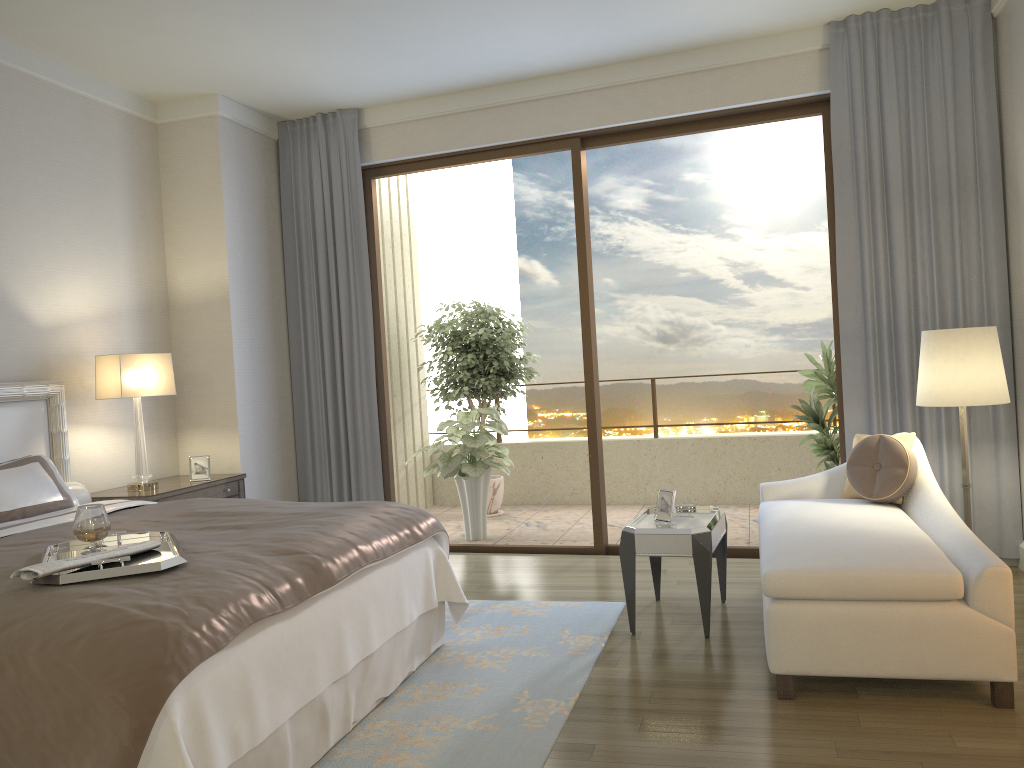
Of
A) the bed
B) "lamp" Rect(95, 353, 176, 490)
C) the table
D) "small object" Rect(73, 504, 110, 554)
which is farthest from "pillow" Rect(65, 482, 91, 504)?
the table

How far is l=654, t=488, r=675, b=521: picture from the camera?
4.2m

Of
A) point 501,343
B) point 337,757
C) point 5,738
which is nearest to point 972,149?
point 501,343

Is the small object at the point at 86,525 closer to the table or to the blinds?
the table

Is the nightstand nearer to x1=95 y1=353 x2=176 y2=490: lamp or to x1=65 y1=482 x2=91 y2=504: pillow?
x1=95 y1=353 x2=176 y2=490: lamp

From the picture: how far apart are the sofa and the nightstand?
3.1m

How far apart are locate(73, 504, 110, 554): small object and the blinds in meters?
3.4 m

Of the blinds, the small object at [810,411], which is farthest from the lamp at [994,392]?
the small object at [810,411]

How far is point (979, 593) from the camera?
3.0 meters

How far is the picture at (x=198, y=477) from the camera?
5.3 meters
